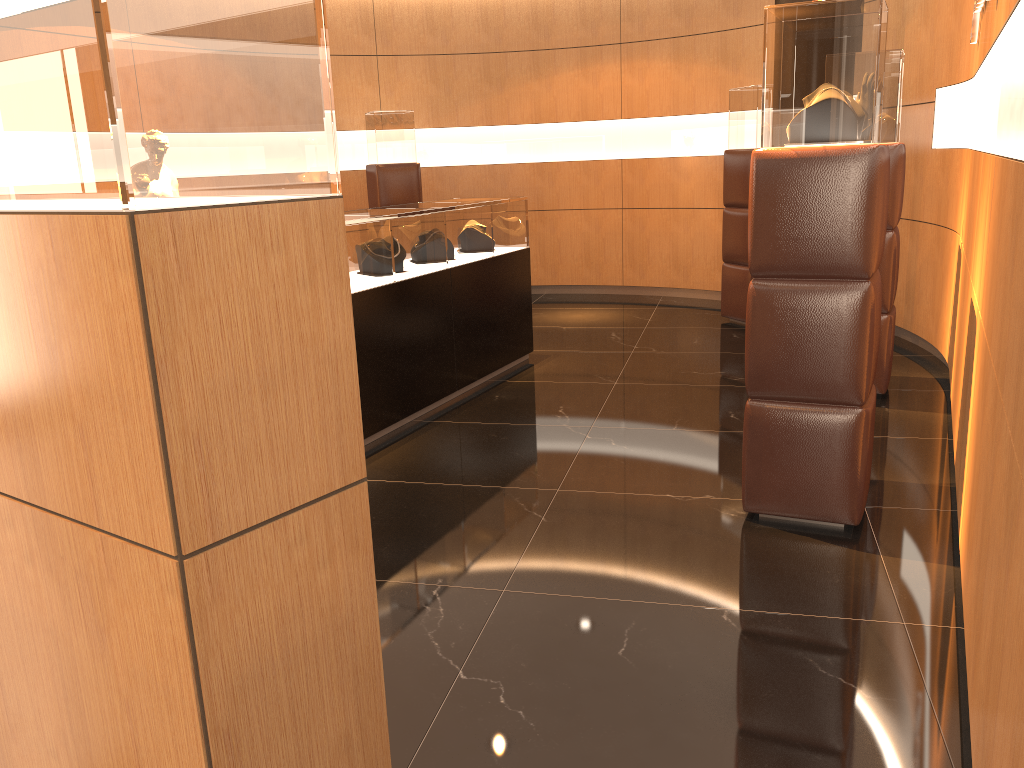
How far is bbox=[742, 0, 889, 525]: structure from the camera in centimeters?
318cm

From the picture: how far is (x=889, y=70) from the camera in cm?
493

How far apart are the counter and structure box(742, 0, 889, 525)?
2.1 meters

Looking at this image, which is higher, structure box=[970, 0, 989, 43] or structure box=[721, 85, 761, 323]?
structure box=[970, 0, 989, 43]

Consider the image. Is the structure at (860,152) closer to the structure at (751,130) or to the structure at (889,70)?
the structure at (889,70)

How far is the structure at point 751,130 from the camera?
7.36m

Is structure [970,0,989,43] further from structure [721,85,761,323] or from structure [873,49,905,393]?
structure [721,85,761,323]

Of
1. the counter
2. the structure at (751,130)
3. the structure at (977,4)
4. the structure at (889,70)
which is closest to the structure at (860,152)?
the structure at (977,4)

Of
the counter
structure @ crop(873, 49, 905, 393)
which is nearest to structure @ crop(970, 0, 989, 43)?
structure @ crop(873, 49, 905, 393)

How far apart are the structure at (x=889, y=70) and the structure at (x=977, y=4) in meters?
0.4
